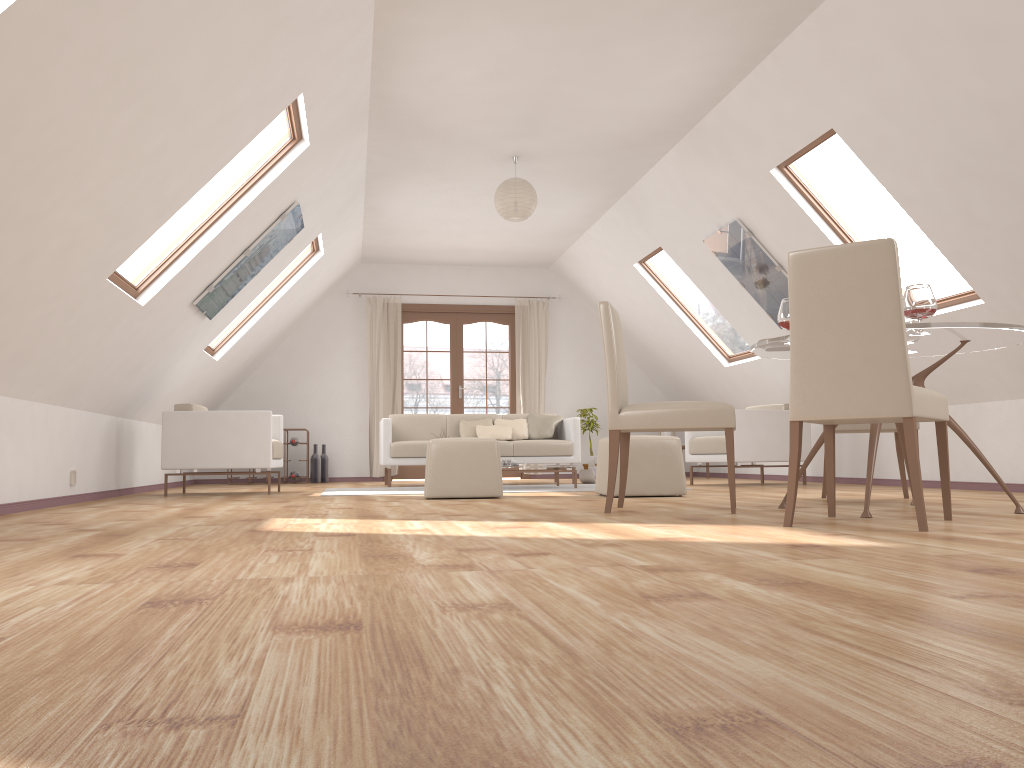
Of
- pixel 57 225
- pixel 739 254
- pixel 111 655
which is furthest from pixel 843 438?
pixel 111 655

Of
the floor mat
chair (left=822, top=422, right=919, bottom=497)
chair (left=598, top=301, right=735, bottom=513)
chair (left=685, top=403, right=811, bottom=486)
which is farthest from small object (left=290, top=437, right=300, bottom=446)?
chair (left=822, top=422, right=919, bottom=497)

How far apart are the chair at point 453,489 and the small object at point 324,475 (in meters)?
4.73

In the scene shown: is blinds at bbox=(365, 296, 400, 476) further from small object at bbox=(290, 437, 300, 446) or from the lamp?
the lamp

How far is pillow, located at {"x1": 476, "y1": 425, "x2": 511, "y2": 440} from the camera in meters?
8.6 m

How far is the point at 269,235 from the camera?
6.17m

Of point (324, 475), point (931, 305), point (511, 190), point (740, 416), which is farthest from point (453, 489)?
point (324, 475)

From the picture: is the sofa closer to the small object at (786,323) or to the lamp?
the lamp

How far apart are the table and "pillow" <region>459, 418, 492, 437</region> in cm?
467

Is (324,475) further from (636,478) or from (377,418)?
(636,478)
